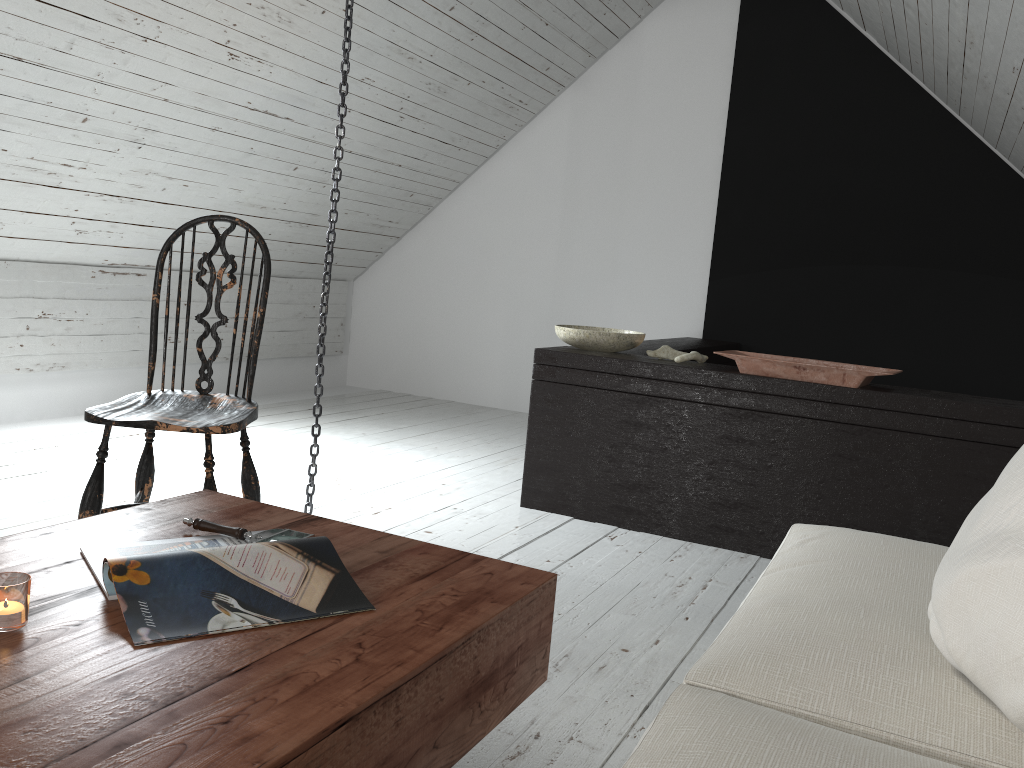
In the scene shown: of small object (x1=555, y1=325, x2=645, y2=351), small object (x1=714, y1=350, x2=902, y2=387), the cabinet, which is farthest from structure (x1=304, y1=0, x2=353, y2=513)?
small object (x1=714, y1=350, x2=902, y2=387)

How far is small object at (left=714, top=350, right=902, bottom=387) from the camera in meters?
2.7 m

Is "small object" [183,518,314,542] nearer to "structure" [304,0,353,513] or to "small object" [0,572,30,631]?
"small object" [0,572,30,631]

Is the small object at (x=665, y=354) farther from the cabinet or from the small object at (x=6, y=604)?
the small object at (x=6, y=604)

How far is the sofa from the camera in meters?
0.9

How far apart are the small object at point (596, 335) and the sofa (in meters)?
1.39

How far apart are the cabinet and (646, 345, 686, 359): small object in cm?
5

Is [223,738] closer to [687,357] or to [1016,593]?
[1016,593]

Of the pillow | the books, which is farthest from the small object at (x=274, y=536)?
the pillow

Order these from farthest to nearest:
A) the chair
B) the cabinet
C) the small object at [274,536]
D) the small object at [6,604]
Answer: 1. the cabinet
2. the chair
3. the small object at [274,536]
4. the small object at [6,604]
